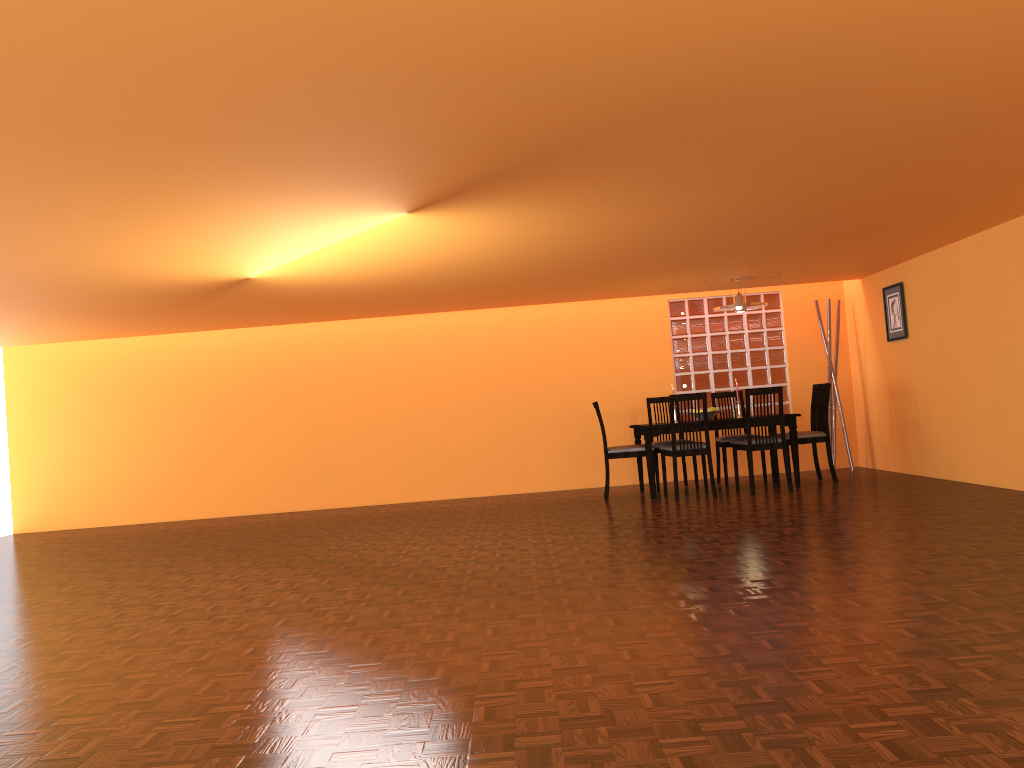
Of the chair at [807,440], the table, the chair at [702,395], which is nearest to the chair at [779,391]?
the table

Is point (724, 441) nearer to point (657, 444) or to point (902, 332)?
point (657, 444)

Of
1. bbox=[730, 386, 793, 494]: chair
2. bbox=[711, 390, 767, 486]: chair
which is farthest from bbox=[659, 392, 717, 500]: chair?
bbox=[711, 390, 767, 486]: chair

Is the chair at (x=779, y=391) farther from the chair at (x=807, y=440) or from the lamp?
the lamp

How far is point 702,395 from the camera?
6.70m

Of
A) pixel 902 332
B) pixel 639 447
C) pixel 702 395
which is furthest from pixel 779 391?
pixel 902 332

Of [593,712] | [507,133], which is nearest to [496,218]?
[507,133]

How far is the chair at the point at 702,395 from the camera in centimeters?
670cm

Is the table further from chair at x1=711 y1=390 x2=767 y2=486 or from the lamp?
the lamp

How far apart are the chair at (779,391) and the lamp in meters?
0.8
